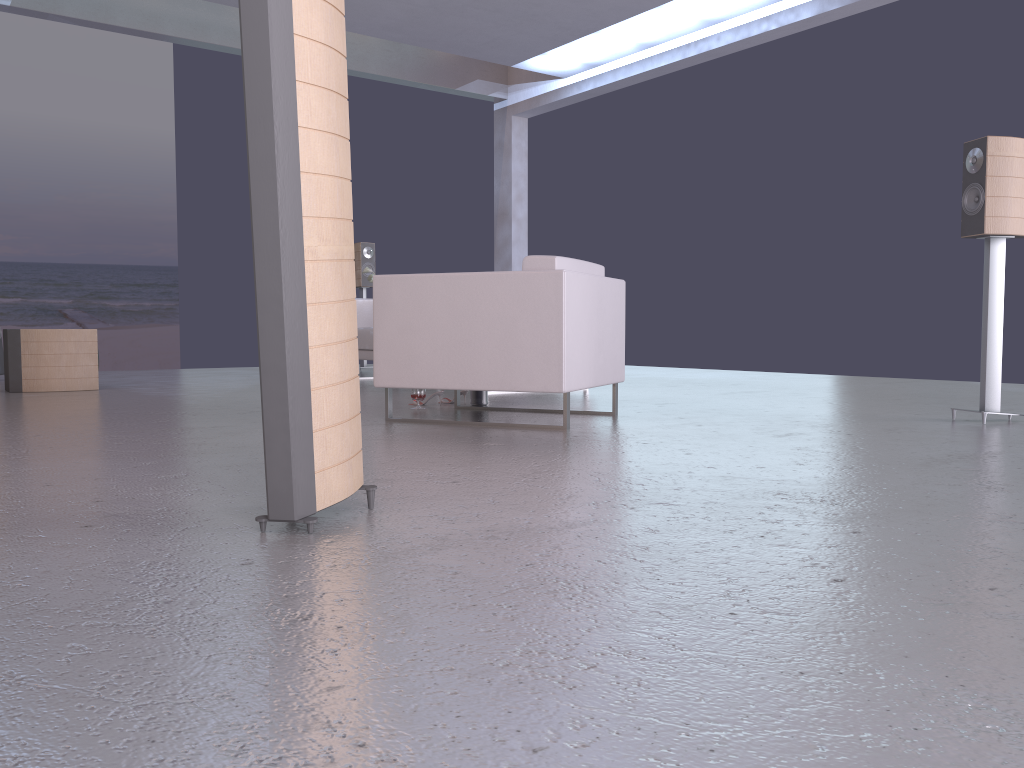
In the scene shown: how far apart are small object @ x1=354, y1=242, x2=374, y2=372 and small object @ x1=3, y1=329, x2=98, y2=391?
3.13m

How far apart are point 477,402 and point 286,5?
3.55m

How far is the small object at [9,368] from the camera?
6.41m

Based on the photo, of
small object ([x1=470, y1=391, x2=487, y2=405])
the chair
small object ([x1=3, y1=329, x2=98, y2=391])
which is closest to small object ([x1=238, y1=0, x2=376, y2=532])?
the chair

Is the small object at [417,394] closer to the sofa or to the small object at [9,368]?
the sofa

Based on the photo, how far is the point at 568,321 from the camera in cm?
395

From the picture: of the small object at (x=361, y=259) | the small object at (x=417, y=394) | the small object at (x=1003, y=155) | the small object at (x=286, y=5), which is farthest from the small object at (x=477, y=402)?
the small object at (x=361, y=259)

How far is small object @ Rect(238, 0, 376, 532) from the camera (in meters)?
1.84

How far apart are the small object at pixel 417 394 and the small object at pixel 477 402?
0.3 meters

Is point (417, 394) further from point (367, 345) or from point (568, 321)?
point (367, 345)
